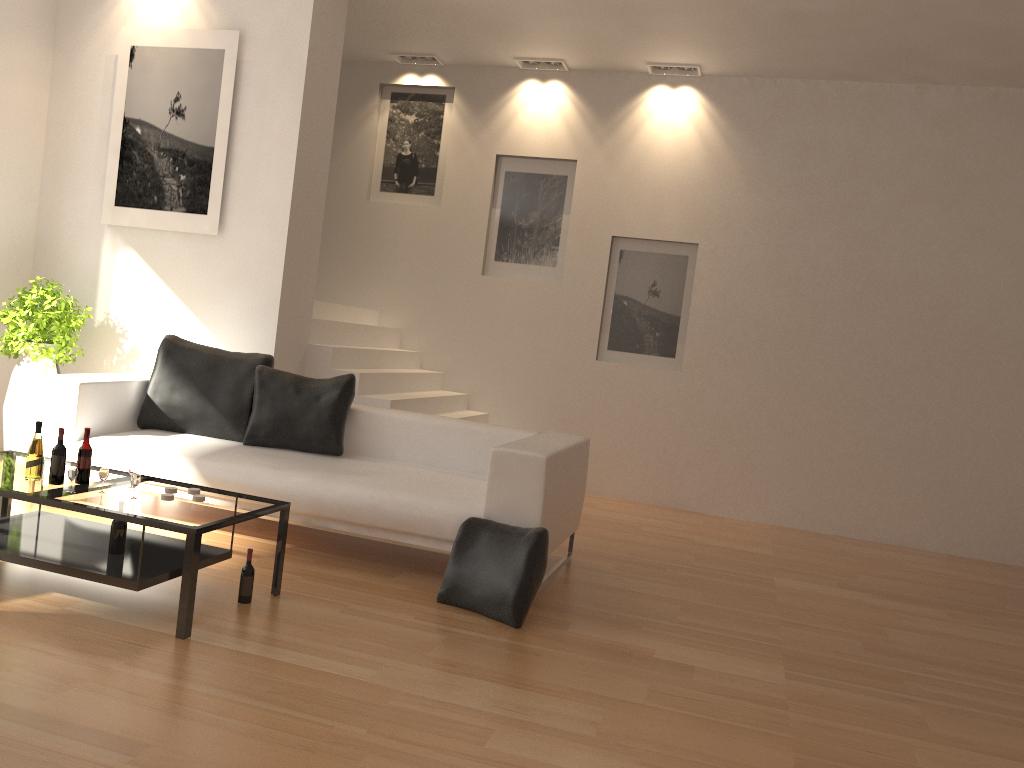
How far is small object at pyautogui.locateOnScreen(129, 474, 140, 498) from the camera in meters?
3.7 m

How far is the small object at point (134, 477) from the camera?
3.7m

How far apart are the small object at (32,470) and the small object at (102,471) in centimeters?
32cm

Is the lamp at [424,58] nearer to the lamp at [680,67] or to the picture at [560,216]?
the picture at [560,216]

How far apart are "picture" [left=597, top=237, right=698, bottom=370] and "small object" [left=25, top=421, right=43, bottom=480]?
5.06m

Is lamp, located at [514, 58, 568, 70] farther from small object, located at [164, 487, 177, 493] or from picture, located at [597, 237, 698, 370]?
small object, located at [164, 487, 177, 493]

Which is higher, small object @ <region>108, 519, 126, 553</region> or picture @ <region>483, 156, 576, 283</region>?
picture @ <region>483, 156, 576, 283</region>

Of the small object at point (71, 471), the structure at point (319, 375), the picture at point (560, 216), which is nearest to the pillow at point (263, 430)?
the structure at point (319, 375)

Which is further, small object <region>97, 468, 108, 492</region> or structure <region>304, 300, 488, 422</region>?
structure <region>304, 300, 488, 422</region>

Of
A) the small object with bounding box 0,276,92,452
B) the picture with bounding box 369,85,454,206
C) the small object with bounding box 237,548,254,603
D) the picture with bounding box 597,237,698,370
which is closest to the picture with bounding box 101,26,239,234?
the small object with bounding box 0,276,92,452
